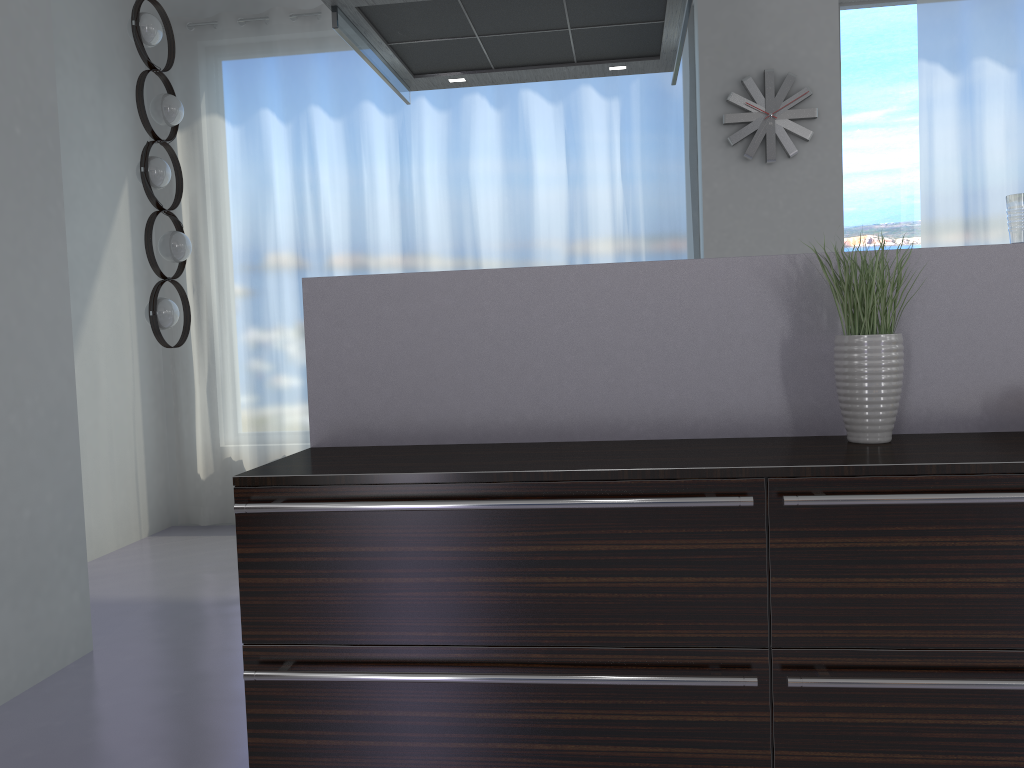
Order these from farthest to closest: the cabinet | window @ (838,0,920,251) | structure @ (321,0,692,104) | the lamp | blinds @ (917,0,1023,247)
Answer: window @ (838,0,920,251)
blinds @ (917,0,1023,247)
the lamp
structure @ (321,0,692,104)
the cabinet

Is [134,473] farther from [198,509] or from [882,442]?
[882,442]

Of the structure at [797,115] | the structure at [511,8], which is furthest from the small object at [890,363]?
the structure at [797,115]

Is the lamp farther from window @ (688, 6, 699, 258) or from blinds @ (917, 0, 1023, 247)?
blinds @ (917, 0, 1023, 247)

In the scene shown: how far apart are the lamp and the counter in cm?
225

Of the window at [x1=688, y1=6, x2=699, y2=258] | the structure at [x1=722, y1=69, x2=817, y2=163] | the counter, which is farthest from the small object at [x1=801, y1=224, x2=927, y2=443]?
the window at [x1=688, y1=6, x2=699, y2=258]

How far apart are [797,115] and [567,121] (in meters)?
1.26

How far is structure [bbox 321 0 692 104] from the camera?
2.5 meters

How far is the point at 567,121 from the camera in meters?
5.1 m

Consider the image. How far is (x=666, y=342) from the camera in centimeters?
221cm
